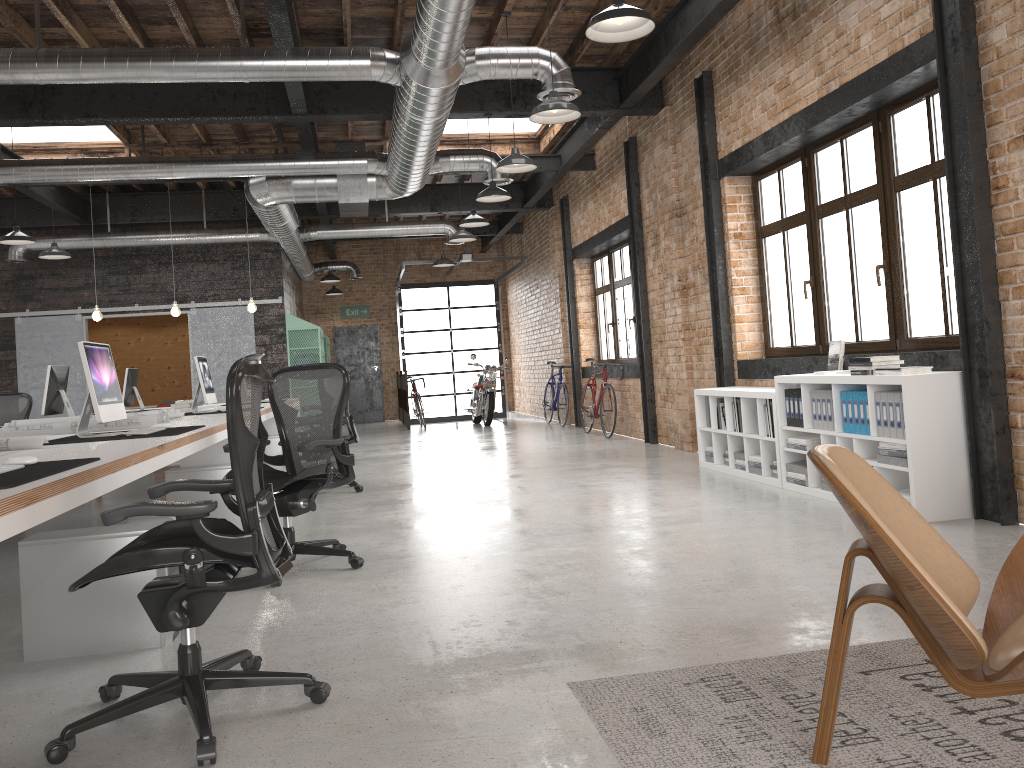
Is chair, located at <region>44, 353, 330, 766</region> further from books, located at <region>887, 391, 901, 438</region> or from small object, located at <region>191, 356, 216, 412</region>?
small object, located at <region>191, 356, 216, 412</region>

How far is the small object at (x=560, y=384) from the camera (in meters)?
13.97

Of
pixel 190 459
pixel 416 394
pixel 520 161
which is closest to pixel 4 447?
pixel 190 459

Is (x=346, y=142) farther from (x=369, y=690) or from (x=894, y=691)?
(x=894, y=691)

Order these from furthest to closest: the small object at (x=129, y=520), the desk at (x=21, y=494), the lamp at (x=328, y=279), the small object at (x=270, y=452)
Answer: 1. the lamp at (x=328, y=279)
2. the small object at (x=270, y=452)
3. the small object at (x=129, y=520)
4. the desk at (x=21, y=494)

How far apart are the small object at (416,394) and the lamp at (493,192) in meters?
8.0

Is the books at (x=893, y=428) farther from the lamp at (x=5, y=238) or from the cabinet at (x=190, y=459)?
the lamp at (x=5, y=238)

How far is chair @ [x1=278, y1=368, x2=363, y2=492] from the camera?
7.75m

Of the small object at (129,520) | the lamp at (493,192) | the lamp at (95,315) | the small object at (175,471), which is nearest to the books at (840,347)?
the lamp at (493,192)

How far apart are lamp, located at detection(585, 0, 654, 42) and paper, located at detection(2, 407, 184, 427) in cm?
399
